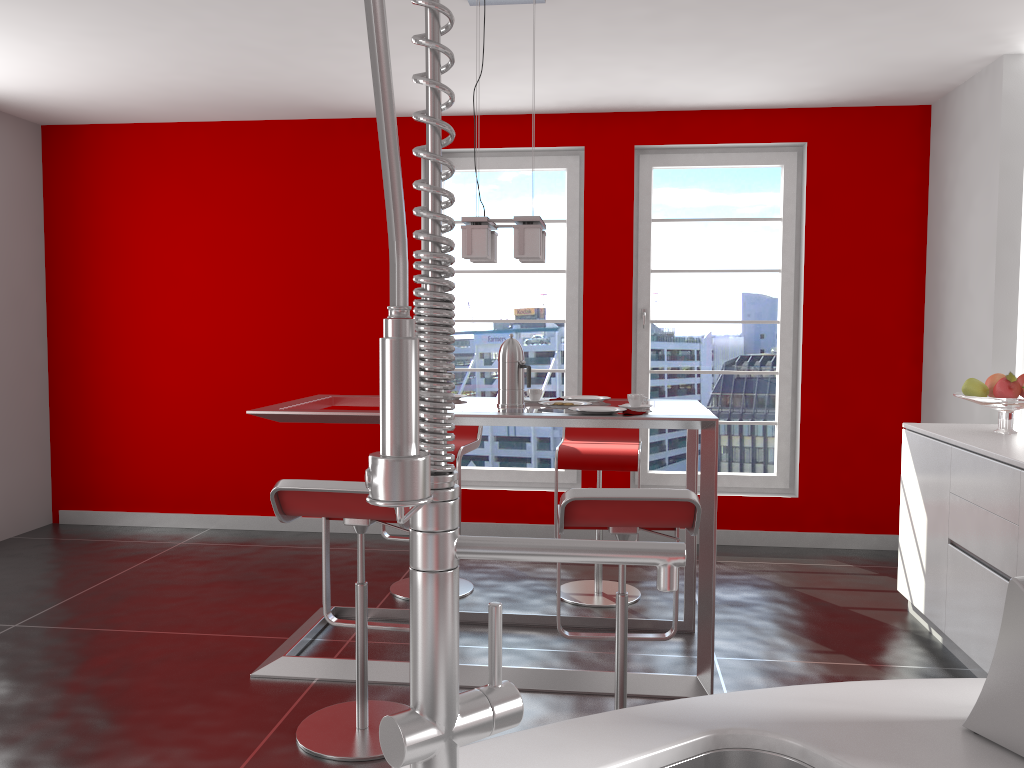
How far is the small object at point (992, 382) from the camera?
3.8 meters

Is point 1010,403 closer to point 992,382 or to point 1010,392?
point 1010,392

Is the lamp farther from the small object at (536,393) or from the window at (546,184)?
the window at (546,184)

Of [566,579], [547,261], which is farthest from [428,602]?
[547,261]

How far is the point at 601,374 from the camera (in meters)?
5.41

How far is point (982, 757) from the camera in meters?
0.9 m

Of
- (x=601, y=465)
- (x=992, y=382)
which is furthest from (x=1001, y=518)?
(x=601, y=465)

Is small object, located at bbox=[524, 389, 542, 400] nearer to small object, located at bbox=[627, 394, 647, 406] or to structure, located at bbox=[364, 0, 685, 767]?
small object, located at bbox=[627, 394, 647, 406]

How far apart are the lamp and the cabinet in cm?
176

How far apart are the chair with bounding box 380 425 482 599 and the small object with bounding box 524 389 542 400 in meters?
0.7
